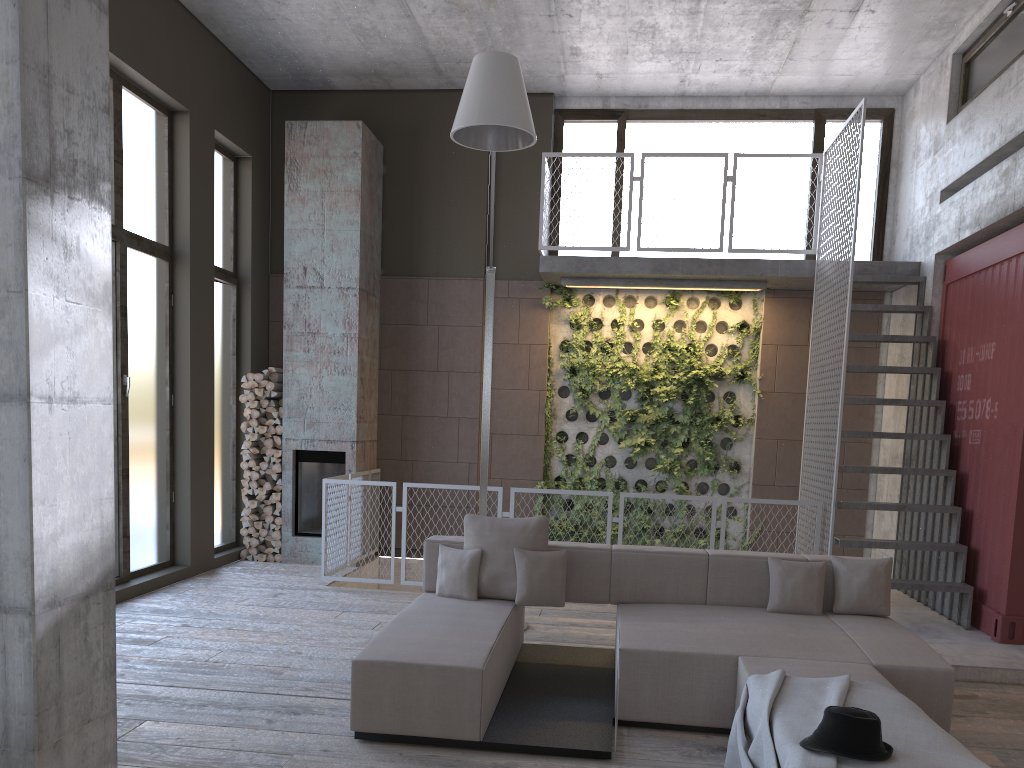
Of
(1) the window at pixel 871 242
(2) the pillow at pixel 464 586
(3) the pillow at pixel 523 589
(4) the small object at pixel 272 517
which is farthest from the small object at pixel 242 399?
(3) the pillow at pixel 523 589

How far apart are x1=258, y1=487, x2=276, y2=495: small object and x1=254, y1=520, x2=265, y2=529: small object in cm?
32

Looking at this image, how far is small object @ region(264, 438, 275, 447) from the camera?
9.3m

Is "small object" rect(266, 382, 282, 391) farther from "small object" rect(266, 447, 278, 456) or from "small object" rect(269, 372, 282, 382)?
"small object" rect(266, 447, 278, 456)

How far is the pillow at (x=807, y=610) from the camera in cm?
530

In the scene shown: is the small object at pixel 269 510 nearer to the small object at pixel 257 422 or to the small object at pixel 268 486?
the small object at pixel 268 486

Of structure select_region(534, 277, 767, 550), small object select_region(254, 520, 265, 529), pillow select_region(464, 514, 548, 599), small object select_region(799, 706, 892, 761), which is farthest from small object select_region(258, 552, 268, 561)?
small object select_region(799, 706, 892, 761)

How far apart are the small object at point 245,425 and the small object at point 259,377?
0.5 meters

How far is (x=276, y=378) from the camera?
9.39m

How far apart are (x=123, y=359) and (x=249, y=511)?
2.47m
